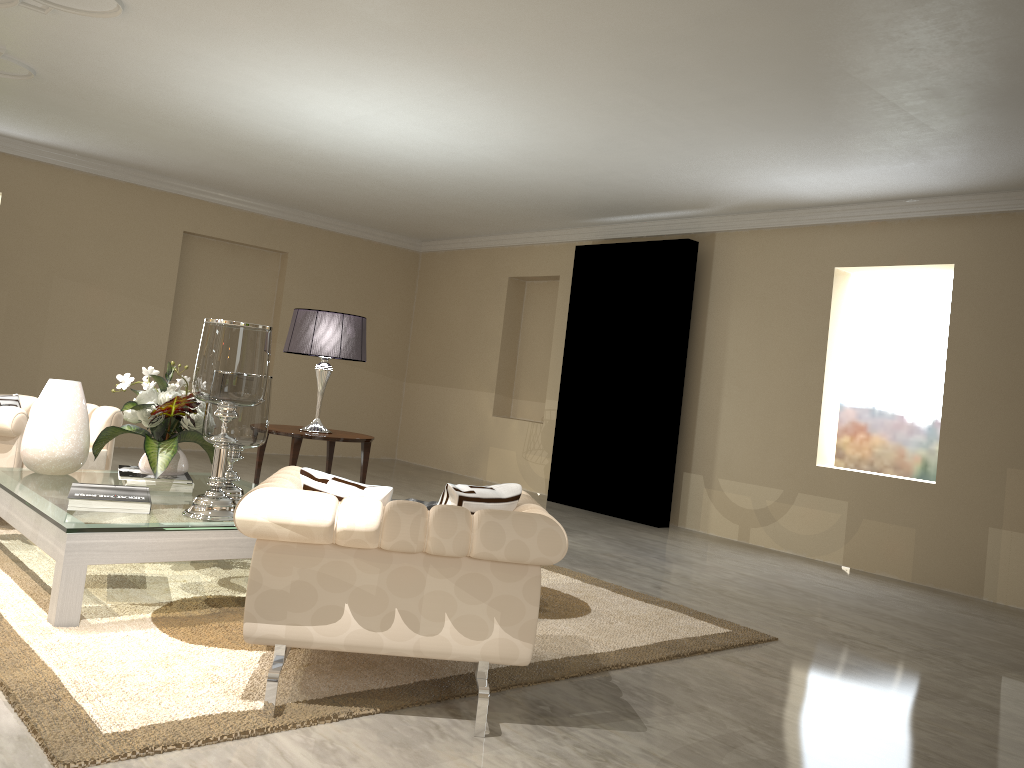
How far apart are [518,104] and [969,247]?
2.9m

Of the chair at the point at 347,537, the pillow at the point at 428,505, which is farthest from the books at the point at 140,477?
the pillow at the point at 428,505

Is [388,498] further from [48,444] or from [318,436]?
[318,436]

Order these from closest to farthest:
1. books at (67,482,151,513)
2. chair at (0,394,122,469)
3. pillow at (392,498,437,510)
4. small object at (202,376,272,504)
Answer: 1. pillow at (392,498,437,510)
2. books at (67,482,151,513)
3. small object at (202,376,272,504)
4. chair at (0,394,122,469)

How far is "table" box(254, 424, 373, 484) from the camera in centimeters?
477cm

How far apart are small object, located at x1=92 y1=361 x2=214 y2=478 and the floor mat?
0.4 meters

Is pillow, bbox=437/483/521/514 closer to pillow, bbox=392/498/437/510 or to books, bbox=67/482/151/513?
A: pillow, bbox=392/498/437/510

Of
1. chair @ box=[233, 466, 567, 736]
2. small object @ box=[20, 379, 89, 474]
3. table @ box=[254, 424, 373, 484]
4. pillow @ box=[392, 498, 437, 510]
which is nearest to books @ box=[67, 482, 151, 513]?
small object @ box=[20, 379, 89, 474]

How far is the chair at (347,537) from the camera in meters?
2.2

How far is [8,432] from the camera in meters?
3.8 m
